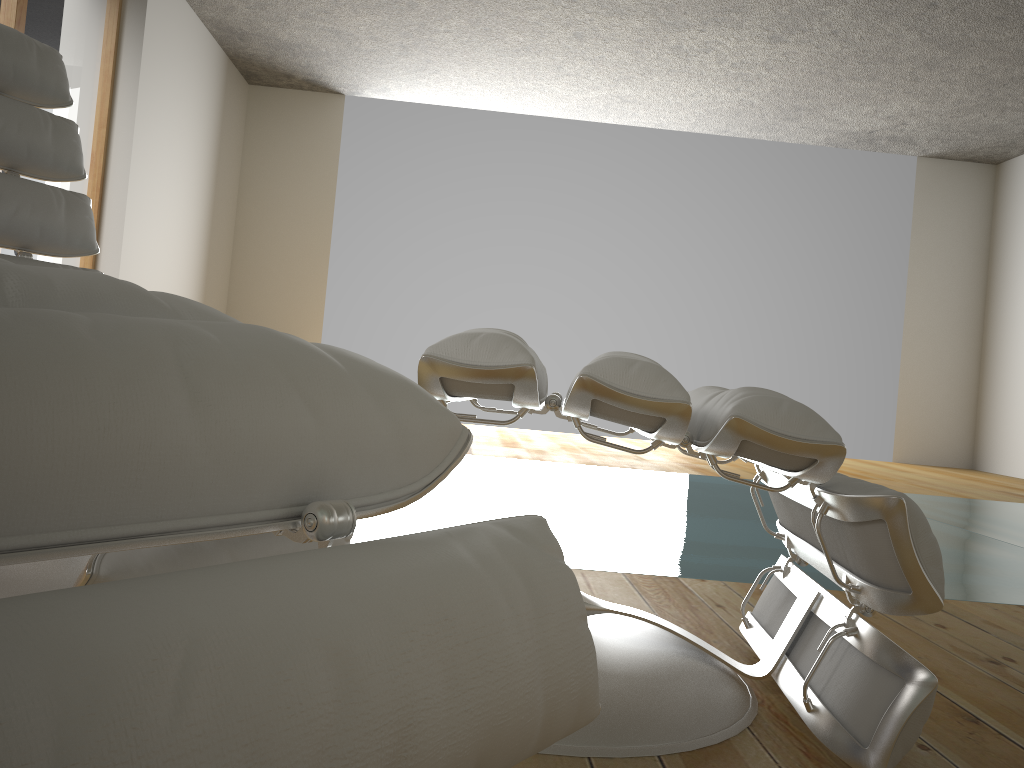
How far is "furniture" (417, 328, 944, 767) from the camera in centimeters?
90cm

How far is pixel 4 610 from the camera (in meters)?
0.26

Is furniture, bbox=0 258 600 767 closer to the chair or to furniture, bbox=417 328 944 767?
furniture, bbox=417 328 944 767

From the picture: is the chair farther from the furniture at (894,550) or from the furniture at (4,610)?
the furniture at (4,610)

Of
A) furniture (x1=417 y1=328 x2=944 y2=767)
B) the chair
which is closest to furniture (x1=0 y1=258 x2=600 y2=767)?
furniture (x1=417 y1=328 x2=944 y2=767)

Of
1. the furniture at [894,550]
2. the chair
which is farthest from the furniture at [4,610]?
the chair

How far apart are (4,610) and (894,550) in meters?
0.8

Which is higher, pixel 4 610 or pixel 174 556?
pixel 4 610

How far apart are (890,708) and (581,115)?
6.3 meters

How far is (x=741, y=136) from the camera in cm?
694
